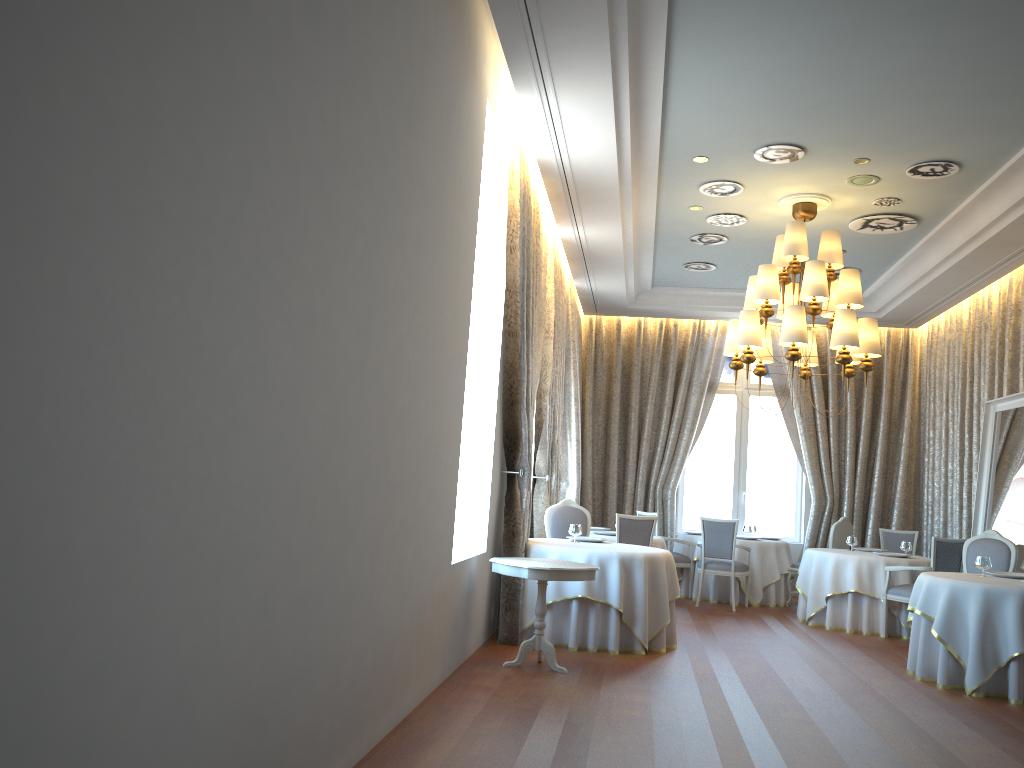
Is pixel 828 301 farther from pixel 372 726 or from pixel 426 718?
pixel 372 726

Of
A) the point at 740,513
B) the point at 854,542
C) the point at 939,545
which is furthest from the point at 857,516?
the point at 939,545

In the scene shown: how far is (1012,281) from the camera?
10.02m

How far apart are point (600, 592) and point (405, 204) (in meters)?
4.20

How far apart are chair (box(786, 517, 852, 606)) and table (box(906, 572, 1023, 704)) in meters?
3.7

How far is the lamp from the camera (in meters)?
8.00

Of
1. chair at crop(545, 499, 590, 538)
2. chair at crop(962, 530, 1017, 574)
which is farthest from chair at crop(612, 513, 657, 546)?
chair at crop(962, 530, 1017, 574)

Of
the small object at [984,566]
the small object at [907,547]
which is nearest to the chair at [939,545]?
the small object at [907,547]

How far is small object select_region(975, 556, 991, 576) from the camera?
7.47m

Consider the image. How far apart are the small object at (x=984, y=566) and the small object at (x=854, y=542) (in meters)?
3.06
